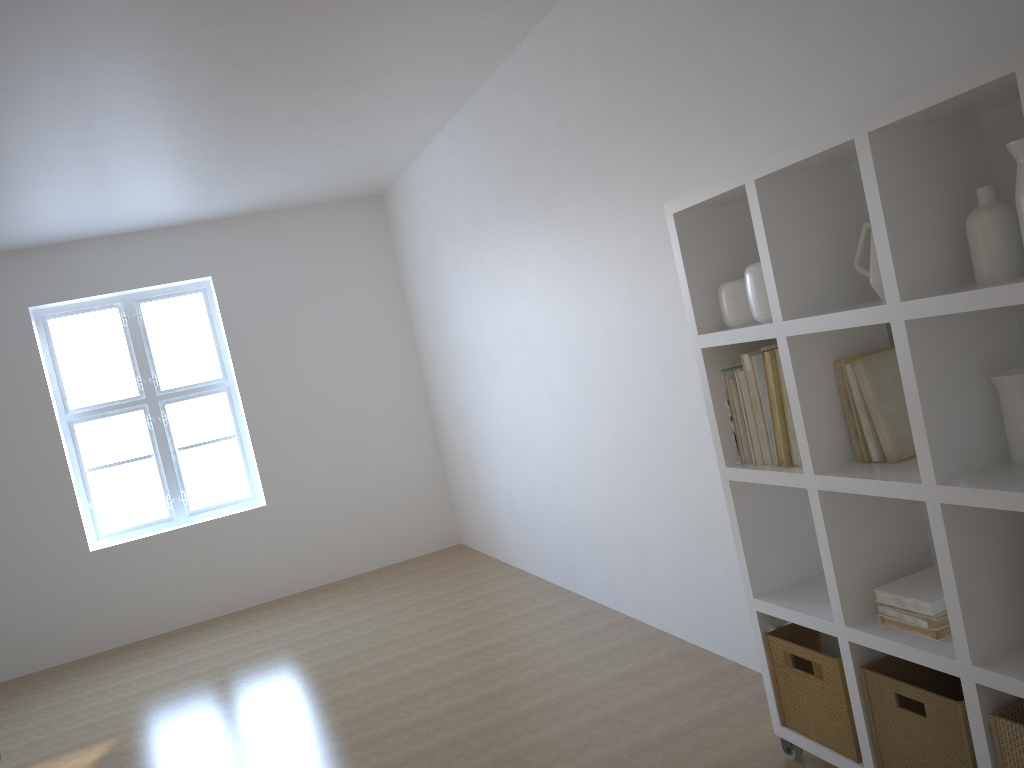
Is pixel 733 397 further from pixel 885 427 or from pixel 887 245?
pixel 887 245

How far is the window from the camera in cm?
630

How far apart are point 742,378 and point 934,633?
0.84m

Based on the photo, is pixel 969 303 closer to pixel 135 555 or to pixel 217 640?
pixel 217 640

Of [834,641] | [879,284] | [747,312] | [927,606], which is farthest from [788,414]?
[834,641]

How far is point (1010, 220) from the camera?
1.8 meters

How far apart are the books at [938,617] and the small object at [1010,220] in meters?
0.8 m

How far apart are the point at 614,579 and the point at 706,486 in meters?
1.2

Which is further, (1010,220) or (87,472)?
(87,472)

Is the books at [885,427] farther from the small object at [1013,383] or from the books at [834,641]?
the books at [834,641]
